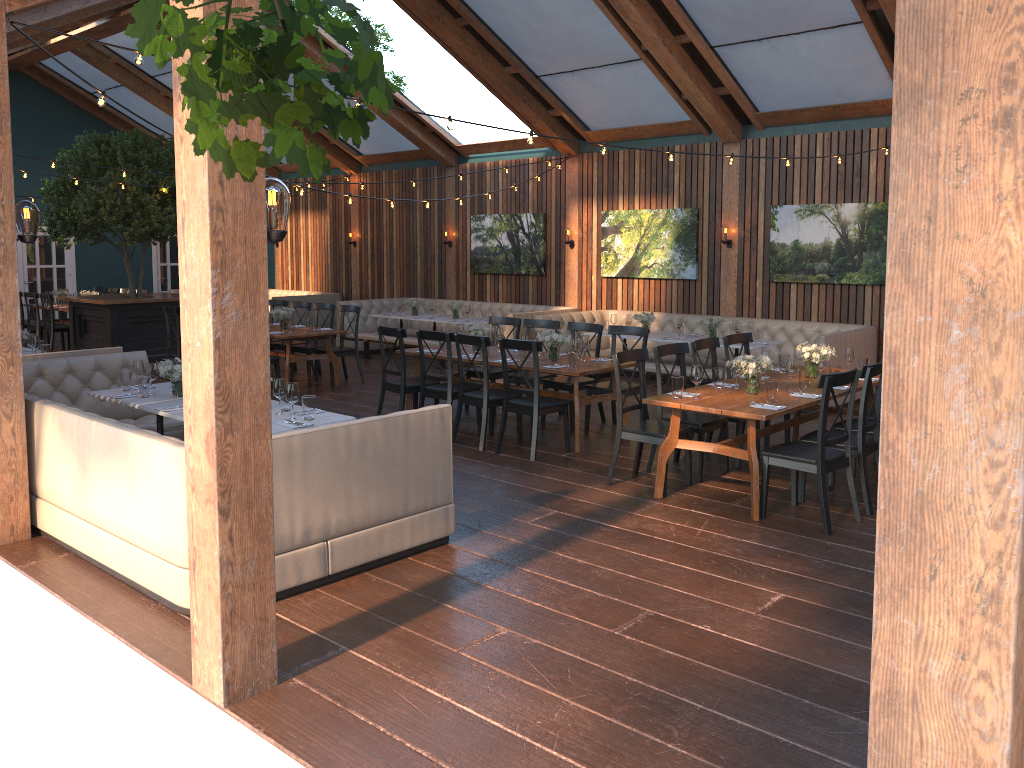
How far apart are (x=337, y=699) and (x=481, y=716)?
0.6 meters

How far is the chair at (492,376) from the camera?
9.58m

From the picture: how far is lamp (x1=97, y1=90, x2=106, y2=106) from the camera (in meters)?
5.94

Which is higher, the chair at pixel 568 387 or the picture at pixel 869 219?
the picture at pixel 869 219

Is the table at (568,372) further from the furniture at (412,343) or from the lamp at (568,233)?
the lamp at (568,233)

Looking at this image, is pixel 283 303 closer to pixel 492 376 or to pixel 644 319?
pixel 492 376

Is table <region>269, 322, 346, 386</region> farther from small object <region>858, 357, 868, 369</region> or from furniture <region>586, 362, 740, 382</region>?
small object <region>858, 357, 868, 369</region>

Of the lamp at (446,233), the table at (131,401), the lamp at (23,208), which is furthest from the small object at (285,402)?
the lamp at (446,233)

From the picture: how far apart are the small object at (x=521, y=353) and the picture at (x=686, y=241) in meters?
4.9 m

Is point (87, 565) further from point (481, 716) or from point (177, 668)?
point (481, 716)
